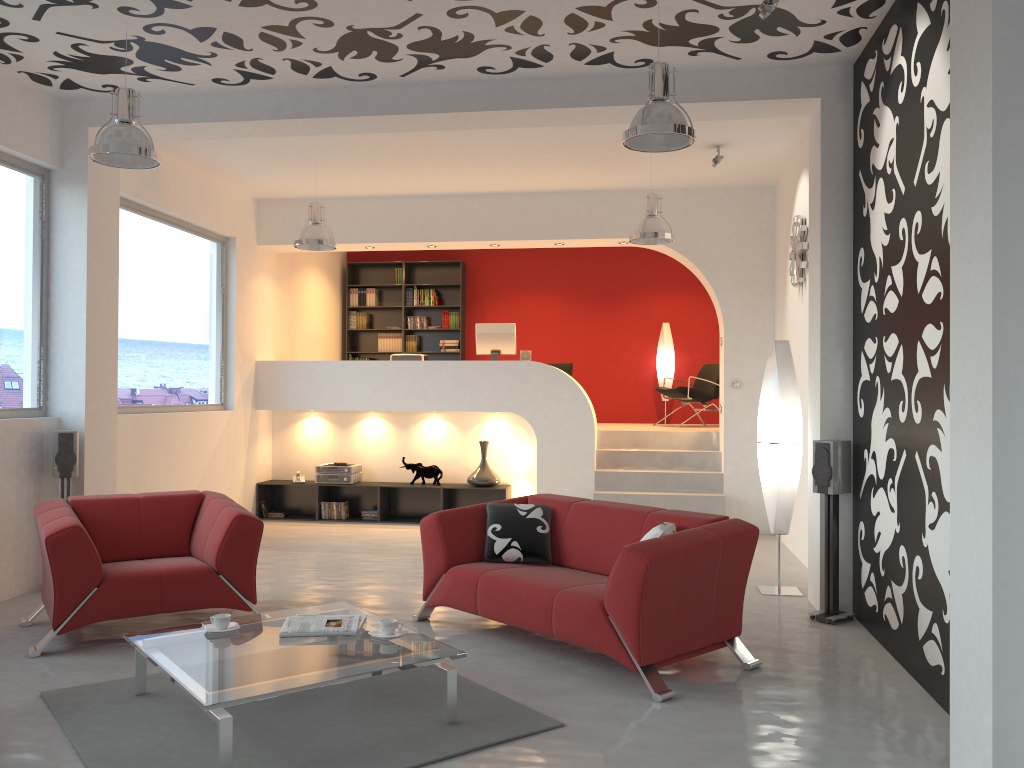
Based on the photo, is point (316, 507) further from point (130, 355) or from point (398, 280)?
point (398, 280)

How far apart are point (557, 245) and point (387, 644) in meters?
6.4

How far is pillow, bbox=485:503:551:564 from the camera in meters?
5.2 m

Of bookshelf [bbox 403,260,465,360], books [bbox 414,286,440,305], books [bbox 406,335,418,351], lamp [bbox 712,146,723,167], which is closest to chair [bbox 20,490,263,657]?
lamp [bbox 712,146,723,167]

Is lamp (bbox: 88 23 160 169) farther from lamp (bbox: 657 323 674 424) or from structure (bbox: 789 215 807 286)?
lamp (bbox: 657 323 674 424)

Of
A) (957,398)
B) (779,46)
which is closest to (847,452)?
(957,398)

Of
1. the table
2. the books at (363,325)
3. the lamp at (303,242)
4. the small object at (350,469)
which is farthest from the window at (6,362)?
the books at (363,325)

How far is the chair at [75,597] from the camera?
4.7m

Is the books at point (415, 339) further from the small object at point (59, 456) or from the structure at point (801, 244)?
the small object at point (59, 456)

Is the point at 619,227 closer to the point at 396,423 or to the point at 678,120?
the point at 396,423
